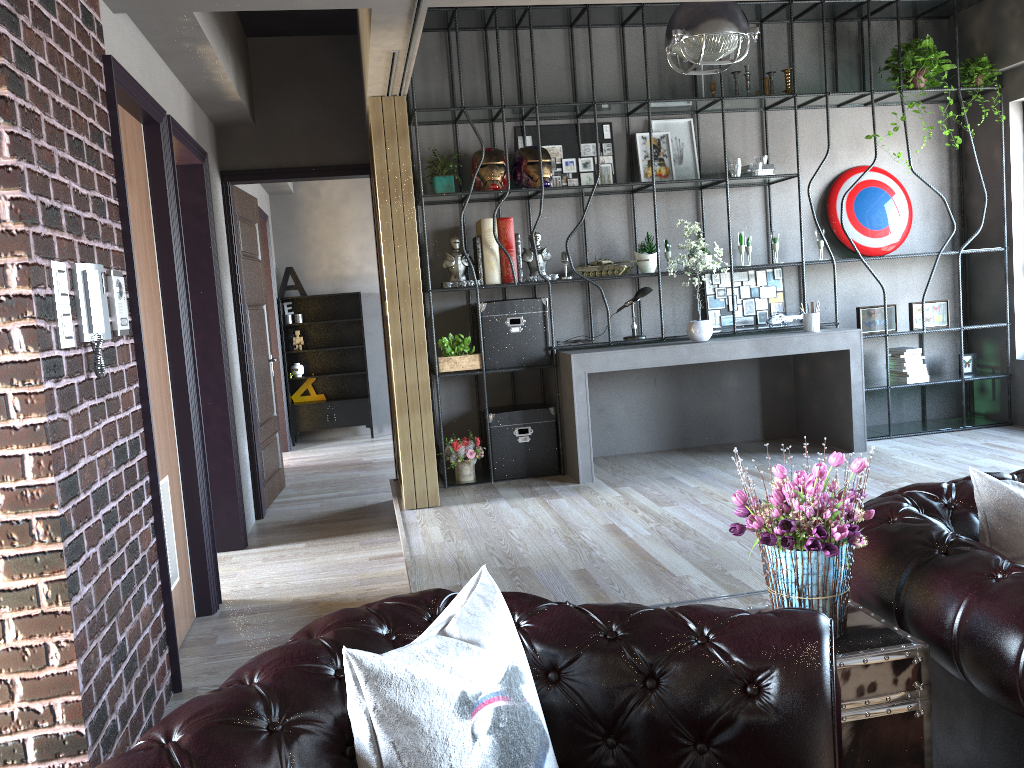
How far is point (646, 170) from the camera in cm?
666

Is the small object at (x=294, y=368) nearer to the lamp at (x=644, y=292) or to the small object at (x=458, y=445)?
the small object at (x=458, y=445)

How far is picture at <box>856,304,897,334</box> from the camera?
6.7 meters

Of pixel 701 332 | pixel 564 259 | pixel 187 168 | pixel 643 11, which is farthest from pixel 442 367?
pixel 643 11

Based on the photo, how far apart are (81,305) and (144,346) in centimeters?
74cm

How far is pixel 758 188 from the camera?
6.9 meters

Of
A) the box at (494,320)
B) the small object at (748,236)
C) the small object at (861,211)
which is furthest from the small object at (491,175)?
the small object at (861,211)

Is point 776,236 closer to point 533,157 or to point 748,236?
point 748,236

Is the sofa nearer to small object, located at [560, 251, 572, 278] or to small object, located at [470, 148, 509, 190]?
small object, located at [560, 251, 572, 278]

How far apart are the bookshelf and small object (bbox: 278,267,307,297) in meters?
4.1
